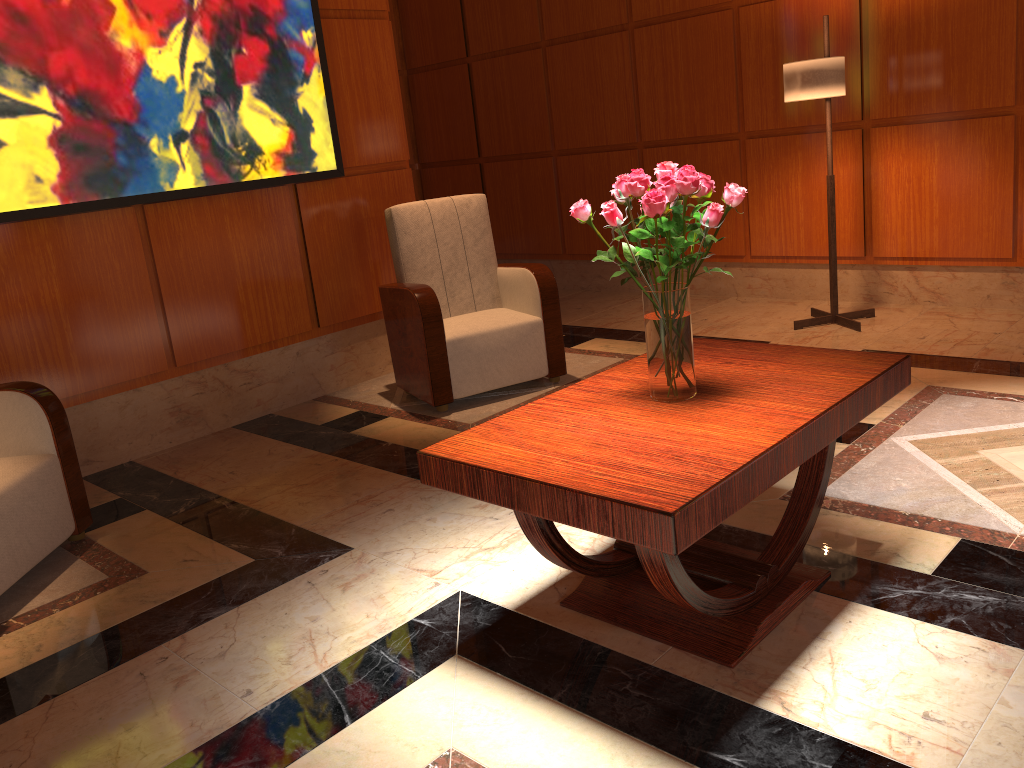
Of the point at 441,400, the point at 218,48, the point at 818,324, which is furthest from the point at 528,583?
the point at 818,324

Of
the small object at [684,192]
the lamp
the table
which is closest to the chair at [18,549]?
the table

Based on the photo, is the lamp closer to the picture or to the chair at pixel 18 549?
the picture

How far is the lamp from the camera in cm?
437

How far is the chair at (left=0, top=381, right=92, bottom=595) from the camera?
2.8m

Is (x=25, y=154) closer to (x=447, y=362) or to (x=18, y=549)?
A: (x=18, y=549)

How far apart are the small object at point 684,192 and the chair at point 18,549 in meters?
2.0 m

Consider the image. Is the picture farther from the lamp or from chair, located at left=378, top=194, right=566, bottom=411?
the lamp

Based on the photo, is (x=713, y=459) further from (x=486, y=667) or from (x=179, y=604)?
(x=179, y=604)

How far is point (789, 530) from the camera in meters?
2.4
